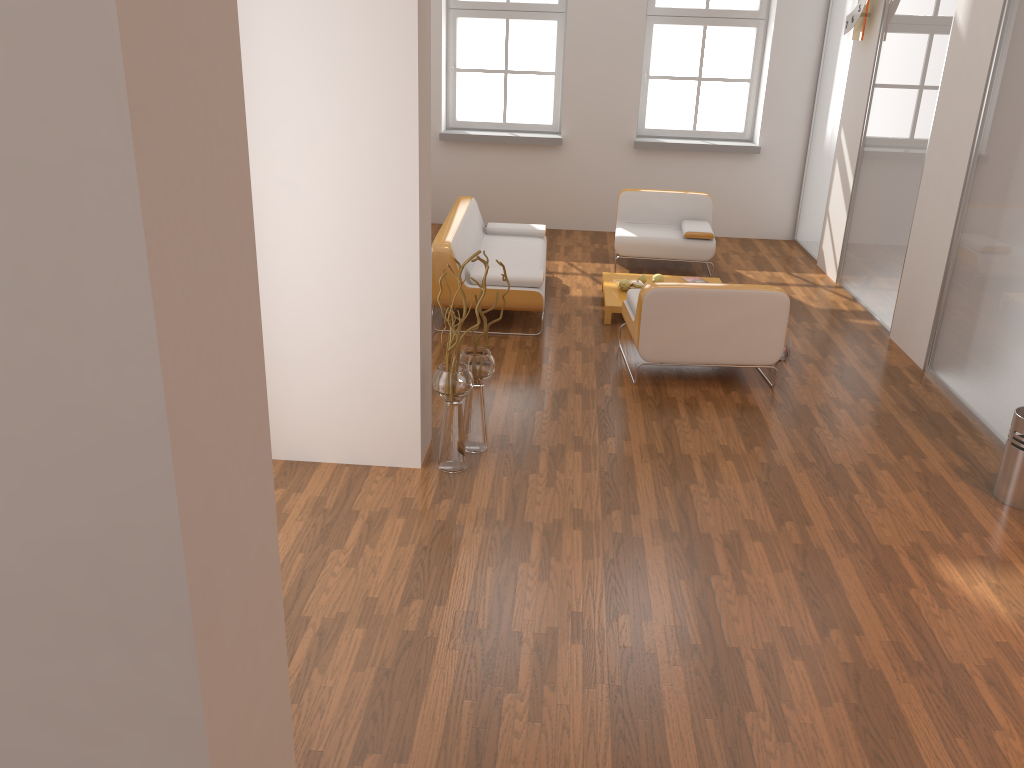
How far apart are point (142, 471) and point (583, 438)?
3.46m

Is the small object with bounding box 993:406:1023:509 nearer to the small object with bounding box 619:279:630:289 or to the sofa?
the sofa

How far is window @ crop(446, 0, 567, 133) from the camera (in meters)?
9.45

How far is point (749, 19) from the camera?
9.3 meters

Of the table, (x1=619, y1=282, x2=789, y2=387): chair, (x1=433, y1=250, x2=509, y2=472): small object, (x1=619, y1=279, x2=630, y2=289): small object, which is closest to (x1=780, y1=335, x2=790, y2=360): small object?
(x1=619, y1=282, x2=789, y2=387): chair

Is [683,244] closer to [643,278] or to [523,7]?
[643,278]

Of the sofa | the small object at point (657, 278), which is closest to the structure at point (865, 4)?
the small object at point (657, 278)

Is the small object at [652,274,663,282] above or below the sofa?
below

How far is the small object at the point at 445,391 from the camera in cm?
427

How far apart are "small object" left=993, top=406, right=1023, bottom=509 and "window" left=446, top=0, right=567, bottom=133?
6.6 meters
